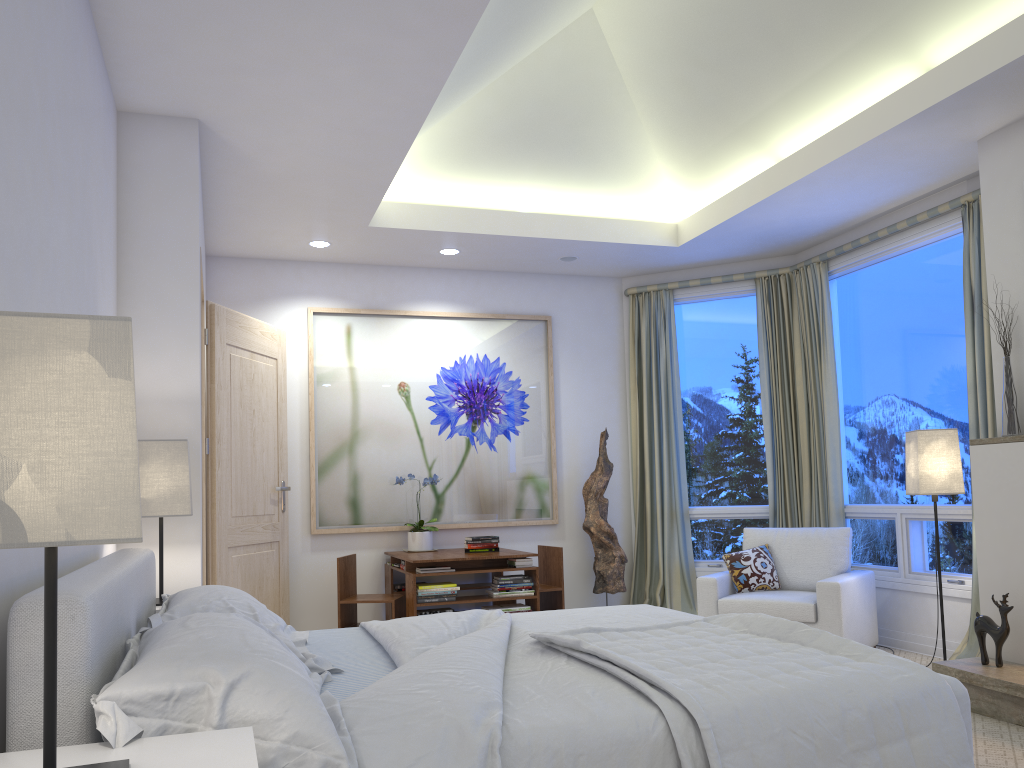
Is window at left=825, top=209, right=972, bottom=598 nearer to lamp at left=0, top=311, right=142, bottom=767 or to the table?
the table

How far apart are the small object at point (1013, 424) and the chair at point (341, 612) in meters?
3.2 m

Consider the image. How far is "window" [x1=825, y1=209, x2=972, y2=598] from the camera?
4.8 meters

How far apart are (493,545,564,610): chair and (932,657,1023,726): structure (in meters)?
2.25

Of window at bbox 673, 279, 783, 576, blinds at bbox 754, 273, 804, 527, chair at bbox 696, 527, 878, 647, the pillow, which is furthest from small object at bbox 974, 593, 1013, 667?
window at bbox 673, 279, 783, 576

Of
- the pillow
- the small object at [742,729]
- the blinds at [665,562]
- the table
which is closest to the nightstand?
the small object at [742,729]

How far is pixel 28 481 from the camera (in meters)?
1.01

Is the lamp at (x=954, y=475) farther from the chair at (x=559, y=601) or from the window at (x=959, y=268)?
the chair at (x=559, y=601)

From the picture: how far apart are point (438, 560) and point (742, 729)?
3.3 meters

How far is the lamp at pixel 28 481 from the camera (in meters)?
1.01
